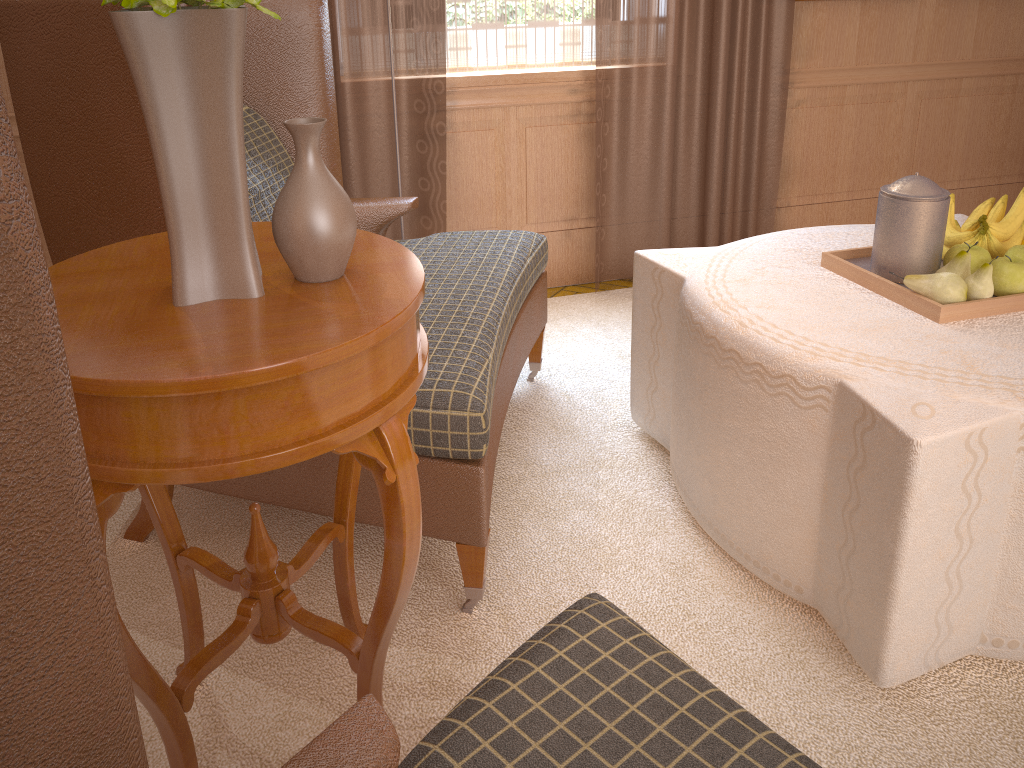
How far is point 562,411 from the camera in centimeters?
433cm

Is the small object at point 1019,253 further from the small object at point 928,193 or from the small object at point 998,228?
the small object at point 928,193

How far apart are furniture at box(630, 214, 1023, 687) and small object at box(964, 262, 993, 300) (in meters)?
0.09

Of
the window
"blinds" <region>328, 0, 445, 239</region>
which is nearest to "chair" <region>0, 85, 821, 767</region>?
"blinds" <region>328, 0, 445, 239</region>

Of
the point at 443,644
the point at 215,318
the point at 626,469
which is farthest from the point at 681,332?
the point at 215,318

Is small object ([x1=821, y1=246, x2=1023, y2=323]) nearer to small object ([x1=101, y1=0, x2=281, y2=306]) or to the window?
small object ([x1=101, y1=0, x2=281, y2=306])

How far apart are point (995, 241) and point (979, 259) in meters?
0.2 m

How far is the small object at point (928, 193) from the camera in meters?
3.1

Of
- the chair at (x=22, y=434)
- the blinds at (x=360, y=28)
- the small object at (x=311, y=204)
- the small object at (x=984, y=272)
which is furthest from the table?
the blinds at (x=360, y=28)

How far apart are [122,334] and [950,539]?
2.2m
